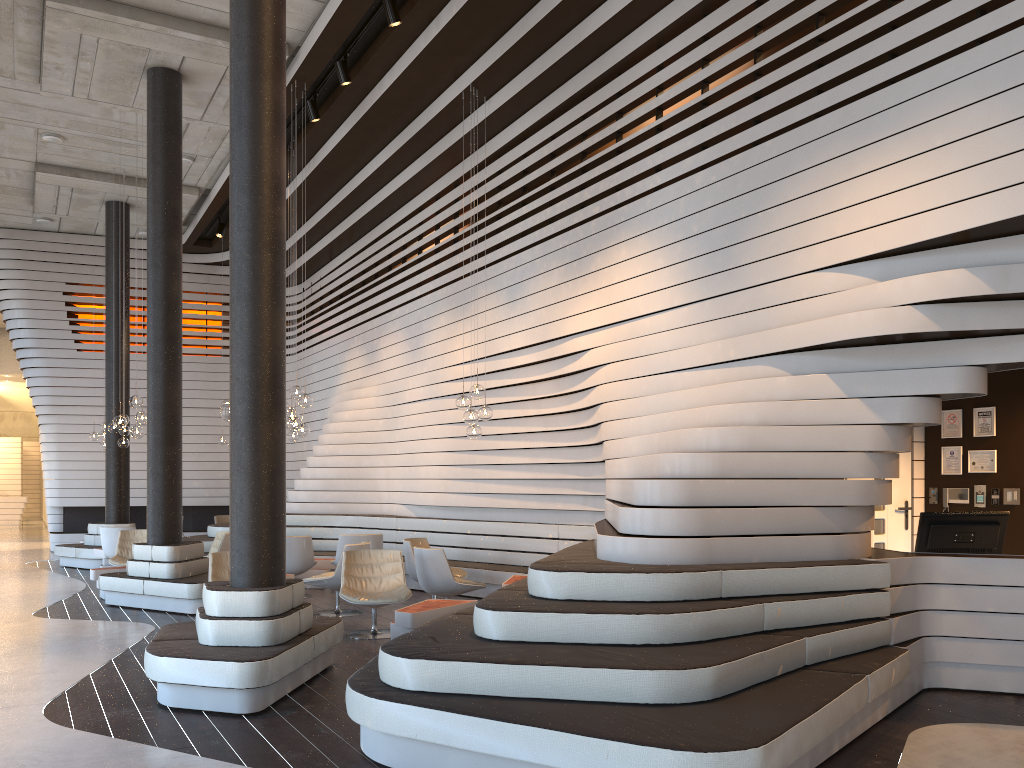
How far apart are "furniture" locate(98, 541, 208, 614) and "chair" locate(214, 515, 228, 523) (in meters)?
6.44

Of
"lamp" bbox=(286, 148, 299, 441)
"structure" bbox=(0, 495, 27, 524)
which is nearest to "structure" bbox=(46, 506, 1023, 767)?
"lamp" bbox=(286, 148, 299, 441)

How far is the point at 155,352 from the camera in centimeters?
985cm

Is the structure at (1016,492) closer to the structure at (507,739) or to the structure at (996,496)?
the structure at (996,496)

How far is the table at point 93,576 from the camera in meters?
10.2 m

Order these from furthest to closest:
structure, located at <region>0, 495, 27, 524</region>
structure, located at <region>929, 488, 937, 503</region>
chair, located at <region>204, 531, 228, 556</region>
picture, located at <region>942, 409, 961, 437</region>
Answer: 1. structure, located at <region>0, 495, 27, 524</region>
2. chair, located at <region>204, 531, 228, 556</region>
3. structure, located at <region>929, 488, 937, 503</region>
4. picture, located at <region>942, 409, 961, 437</region>

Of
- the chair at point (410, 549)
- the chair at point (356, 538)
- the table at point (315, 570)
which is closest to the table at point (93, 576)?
the table at point (315, 570)

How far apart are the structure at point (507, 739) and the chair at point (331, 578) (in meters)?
1.69

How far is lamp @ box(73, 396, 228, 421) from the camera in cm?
728

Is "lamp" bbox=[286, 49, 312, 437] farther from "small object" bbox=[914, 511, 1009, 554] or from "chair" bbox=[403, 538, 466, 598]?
"small object" bbox=[914, 511, 1009, 554]
